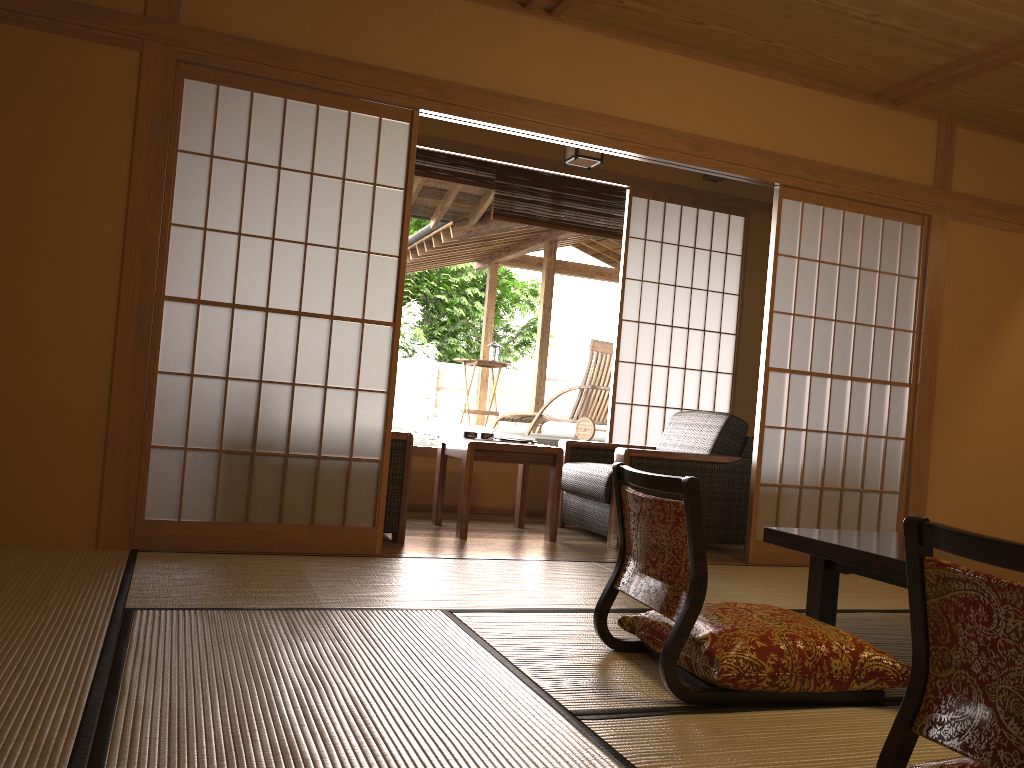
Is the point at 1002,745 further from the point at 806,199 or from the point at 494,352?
the point at 494,352

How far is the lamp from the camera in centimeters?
489cm

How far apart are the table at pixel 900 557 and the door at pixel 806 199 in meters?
1.5

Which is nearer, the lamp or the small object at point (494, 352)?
the lamp

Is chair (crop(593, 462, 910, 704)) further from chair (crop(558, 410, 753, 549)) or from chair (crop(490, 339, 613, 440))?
chair (crop(490, 339, 613, 440))

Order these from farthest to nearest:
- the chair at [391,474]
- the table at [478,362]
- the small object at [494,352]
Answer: the small object at [494,352] → the table at [478,362] → the chair at [391,474]

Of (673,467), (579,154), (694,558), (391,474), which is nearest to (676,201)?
(579,154)

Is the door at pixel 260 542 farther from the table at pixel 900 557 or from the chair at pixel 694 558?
the table at pixel 900 557

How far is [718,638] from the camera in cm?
223

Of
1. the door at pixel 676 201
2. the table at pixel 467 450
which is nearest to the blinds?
the door at pixel 676 201
